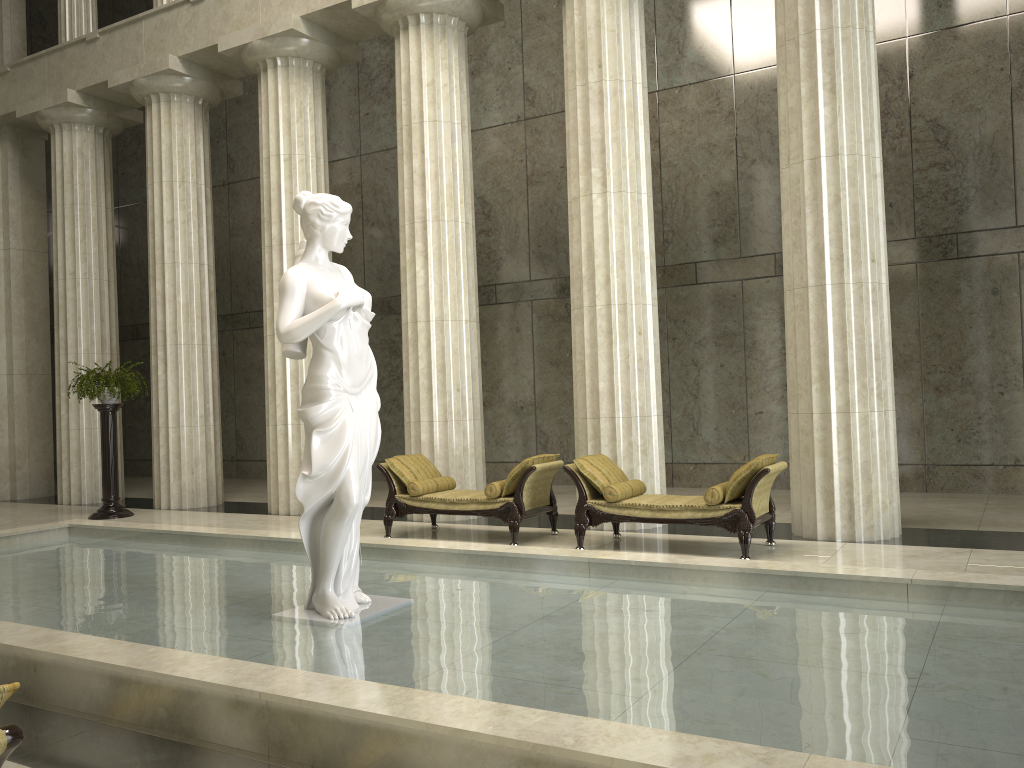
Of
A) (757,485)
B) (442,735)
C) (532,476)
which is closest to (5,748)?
(442,735)

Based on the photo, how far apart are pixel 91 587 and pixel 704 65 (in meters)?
12.03

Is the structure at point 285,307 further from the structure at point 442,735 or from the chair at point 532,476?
the chair at point 532,476

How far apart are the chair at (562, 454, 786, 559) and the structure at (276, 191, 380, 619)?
3.23m

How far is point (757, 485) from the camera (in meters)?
8.28

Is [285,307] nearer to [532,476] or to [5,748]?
[5,748]

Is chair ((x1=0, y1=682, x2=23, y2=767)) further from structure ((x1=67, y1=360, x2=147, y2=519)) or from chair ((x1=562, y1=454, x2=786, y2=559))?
structure ((x1=67, y1=360, x2=147, y2=519))

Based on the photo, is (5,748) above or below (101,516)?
above

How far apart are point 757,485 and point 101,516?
9.8m

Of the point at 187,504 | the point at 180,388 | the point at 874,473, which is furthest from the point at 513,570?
the point at 180,388
